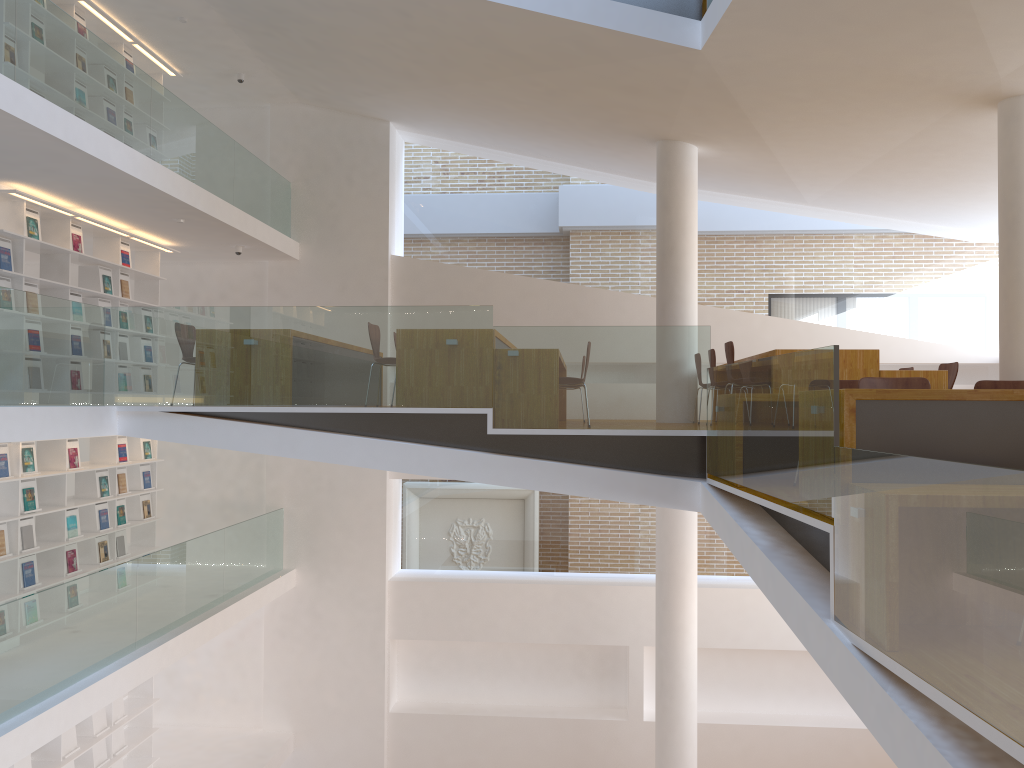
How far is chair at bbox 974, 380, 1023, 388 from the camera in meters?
5.4

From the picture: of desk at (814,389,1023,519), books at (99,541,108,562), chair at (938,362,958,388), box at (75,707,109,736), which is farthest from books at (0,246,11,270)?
chair at (938,362,958,388)

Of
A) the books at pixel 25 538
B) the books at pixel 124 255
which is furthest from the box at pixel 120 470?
the books at pixel 124 255

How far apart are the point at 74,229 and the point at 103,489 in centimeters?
260cm

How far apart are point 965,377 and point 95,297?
10.05m

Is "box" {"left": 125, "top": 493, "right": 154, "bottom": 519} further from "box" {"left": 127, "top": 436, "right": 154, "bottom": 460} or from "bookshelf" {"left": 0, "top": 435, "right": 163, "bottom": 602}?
"box" {"left": 127, "top": 436, "right": 154, "bottom": 460}

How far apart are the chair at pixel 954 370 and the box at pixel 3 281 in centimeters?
793cm

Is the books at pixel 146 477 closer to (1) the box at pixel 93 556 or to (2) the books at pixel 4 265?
(1) the box at pixel 93 556

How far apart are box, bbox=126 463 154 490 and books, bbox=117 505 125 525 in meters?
0.5 m

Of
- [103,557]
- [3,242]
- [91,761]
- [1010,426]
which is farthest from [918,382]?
[91,761]
